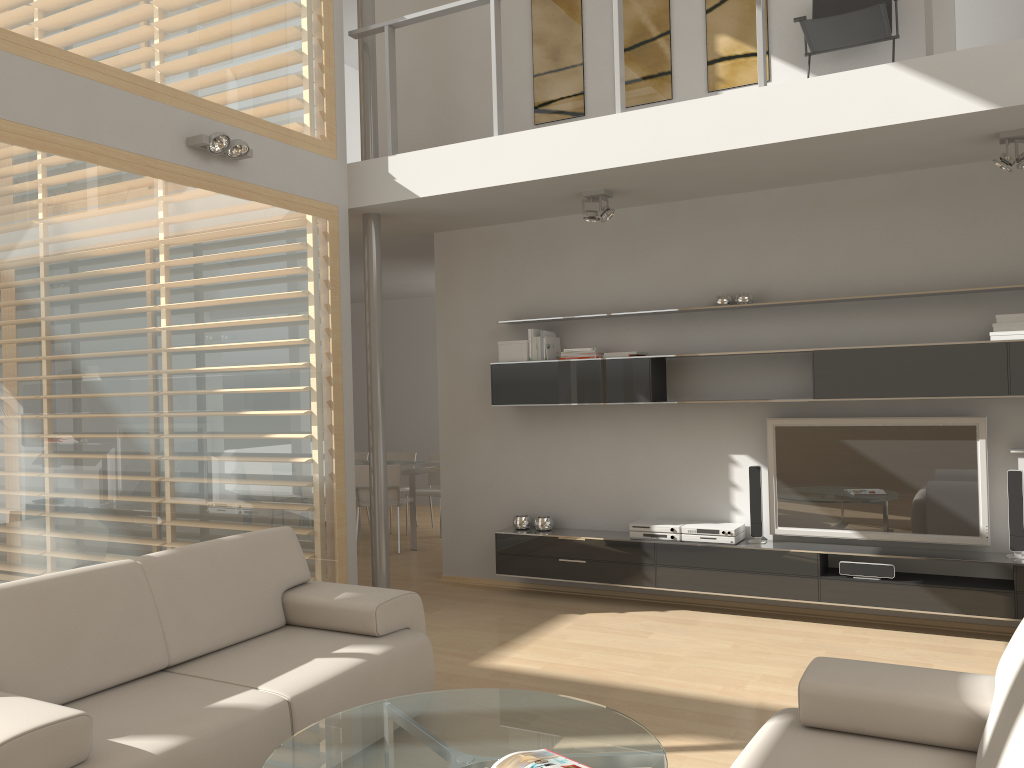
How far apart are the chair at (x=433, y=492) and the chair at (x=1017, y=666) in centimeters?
633cm

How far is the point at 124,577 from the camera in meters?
3.4 m

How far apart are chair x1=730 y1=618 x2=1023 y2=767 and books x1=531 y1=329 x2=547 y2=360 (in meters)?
3.70

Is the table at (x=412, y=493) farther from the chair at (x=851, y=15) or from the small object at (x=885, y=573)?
the chair at (x=851, y=15)

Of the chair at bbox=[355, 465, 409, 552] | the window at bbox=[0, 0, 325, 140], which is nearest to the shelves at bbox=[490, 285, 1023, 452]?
the window at bbox=[0, 0, 325, 140]

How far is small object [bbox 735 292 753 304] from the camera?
5.57m

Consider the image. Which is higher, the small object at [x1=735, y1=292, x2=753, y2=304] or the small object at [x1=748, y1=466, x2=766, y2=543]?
the small object at [x1=735, y1=292, x2=753, y2=304]

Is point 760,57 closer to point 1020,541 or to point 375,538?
point 1020,541

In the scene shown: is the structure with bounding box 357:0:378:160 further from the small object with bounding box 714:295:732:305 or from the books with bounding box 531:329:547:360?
the small object with bounding box 714:295:732:305

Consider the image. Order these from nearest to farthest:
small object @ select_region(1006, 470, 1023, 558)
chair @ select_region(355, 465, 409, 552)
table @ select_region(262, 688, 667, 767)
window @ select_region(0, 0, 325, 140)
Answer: table @ select_region(262, 688, 667, 767) → window @ select_region(0, 0, 325, 140) → small object @ select_region(1006, 470, 1023, 558) → chair @ select_region(355, 465, 409, 552)
